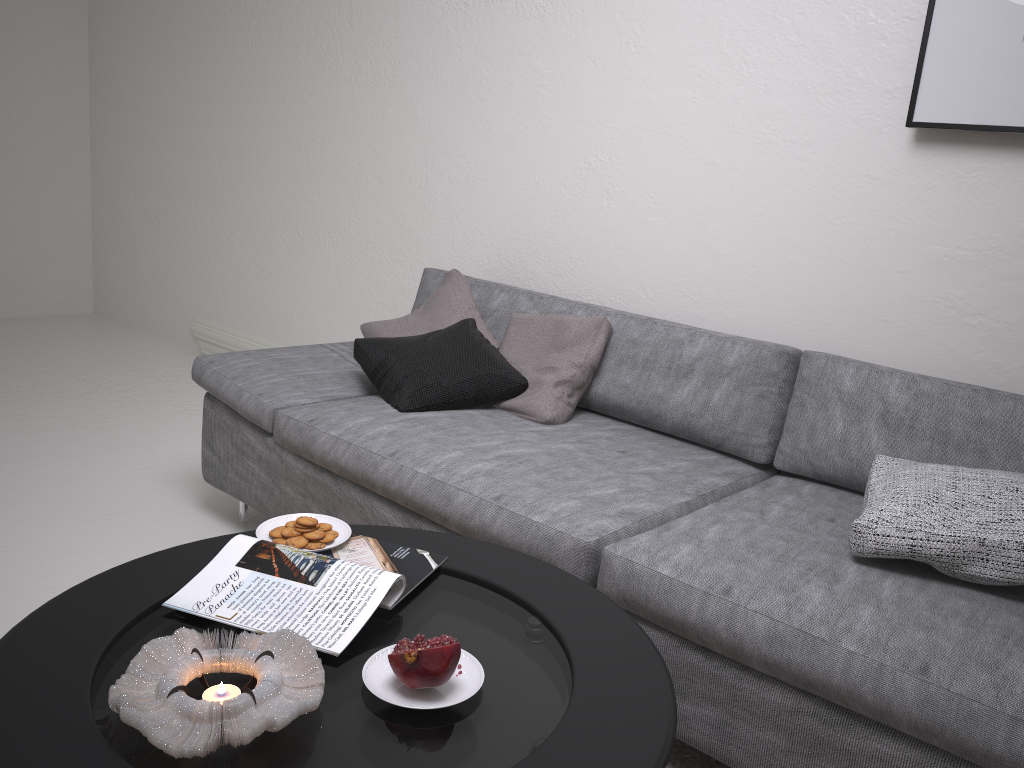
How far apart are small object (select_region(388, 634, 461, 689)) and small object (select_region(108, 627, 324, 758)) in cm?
9

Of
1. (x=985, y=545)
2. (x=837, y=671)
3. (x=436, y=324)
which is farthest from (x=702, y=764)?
(x=436, y=324)

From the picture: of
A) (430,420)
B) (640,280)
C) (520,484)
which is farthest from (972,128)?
(430,420)

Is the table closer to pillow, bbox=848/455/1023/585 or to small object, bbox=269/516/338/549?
small object, bbox=269/516/338/549

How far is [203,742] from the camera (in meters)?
1.03

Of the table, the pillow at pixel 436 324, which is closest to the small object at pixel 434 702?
the table

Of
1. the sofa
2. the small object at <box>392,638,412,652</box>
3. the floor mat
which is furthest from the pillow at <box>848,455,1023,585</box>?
the small object at <box>392,638,412,652</box>

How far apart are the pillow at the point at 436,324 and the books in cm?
126

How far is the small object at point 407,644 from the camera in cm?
126

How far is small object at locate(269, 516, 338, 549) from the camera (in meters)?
1.58
